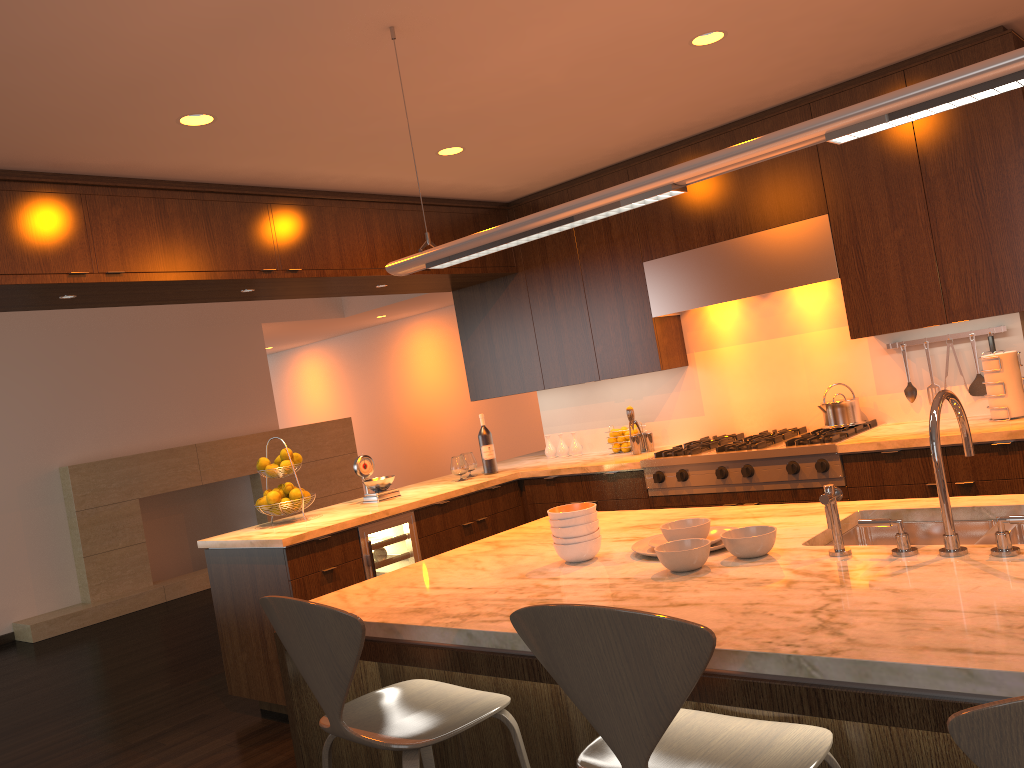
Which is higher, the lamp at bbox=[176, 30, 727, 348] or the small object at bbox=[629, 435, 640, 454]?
the lamp at bbox=[176, 30, 727, 348]

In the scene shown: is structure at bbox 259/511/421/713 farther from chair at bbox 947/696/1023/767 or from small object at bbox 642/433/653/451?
chair at bbox 947/696/1023/767

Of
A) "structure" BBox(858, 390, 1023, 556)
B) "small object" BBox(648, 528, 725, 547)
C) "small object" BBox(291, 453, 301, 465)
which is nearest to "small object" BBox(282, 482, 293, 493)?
"small object" BBox(291, 453, 301, 465)

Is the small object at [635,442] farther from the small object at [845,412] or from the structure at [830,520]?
the structure at [830,520]

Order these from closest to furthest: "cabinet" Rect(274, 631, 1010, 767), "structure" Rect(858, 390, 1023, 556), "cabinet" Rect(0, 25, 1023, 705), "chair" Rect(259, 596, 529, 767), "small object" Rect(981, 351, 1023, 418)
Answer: "cabinet" Rect(274, 631, 1010, 767)
"structure" Rect(858, 390, 1023, 556)
"chair" Rect(259, 596, 529, 767)
"cabinet" Rect(0, 25, 1023, 705)
"small object" Rect(981, 351, 1023, 418)

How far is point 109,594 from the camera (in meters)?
8.06

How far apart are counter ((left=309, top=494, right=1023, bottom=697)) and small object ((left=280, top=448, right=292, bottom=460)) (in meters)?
1.91

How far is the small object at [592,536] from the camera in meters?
2.4

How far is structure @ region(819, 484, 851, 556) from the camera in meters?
2.0

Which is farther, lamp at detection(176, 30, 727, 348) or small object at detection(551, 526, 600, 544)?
lamp at detection(176, 30, 727, 348)
